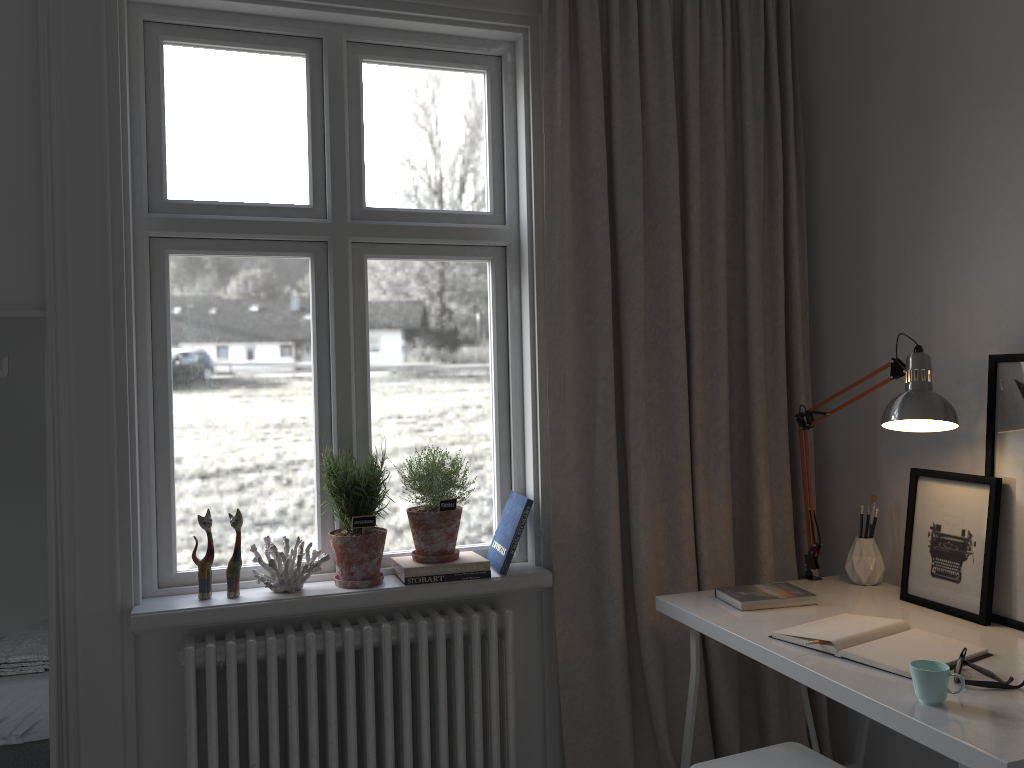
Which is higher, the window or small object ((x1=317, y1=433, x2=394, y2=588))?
the window

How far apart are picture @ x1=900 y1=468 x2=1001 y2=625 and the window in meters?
1.0 m

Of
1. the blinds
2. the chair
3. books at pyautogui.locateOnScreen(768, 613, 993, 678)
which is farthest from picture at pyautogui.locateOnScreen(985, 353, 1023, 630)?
the blinds

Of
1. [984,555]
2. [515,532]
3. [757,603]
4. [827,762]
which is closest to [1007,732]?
[827,762]

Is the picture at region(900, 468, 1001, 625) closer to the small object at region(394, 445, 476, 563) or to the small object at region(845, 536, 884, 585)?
the small object at region(845, 536, 884, 585)

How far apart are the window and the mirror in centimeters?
22cm

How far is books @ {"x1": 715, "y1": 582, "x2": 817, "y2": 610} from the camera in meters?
2.2 m

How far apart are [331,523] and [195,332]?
0.63m

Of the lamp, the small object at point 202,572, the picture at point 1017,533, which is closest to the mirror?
the small object at point 202,572

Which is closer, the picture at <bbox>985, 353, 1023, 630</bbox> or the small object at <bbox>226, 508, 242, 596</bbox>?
the picture at <bbox>985, 353, 1023, 630</bbox>
